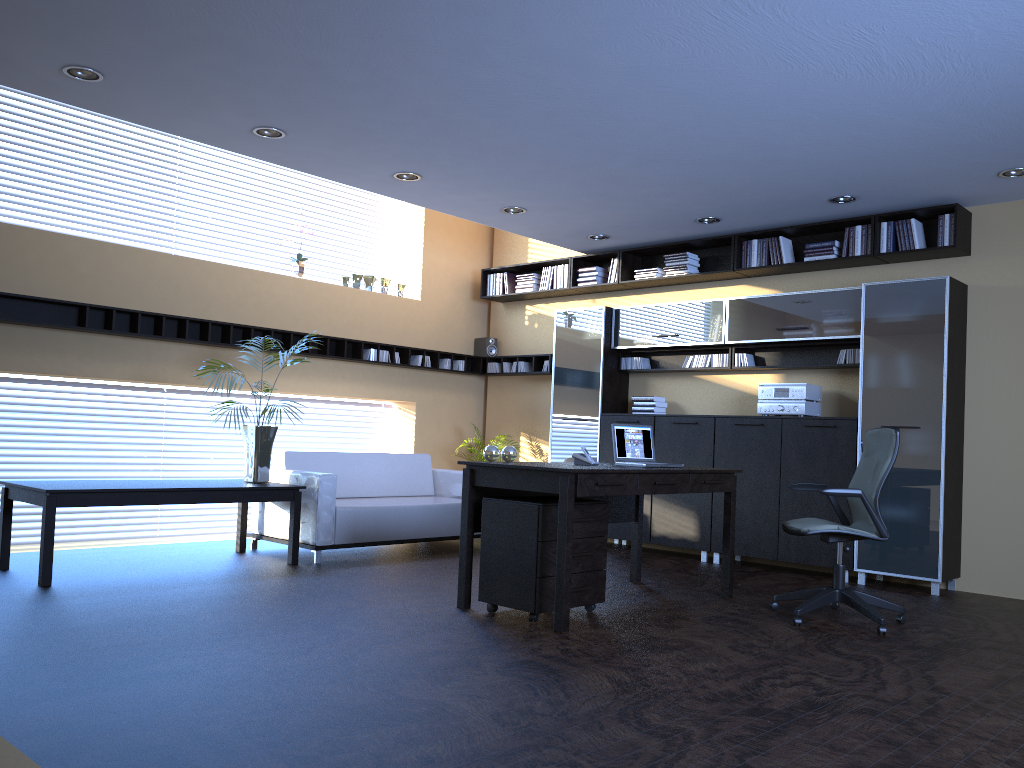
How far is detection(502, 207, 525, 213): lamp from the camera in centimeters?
774cm

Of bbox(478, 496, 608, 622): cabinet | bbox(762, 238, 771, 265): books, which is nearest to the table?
bbox(478, 496, 608, 622): cabinet

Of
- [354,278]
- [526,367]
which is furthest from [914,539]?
[354,278]

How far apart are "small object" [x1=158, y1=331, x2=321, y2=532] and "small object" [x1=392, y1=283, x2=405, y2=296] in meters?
3.1 m

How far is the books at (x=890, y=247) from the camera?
7.14m

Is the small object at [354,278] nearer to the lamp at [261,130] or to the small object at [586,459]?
the lamp at [261,130]

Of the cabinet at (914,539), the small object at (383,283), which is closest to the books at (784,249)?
the cabinet at (914,539)

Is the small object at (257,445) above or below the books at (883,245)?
below

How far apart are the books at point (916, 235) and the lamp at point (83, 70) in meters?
5.9 m

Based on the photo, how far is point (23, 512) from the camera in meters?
7.3 m
